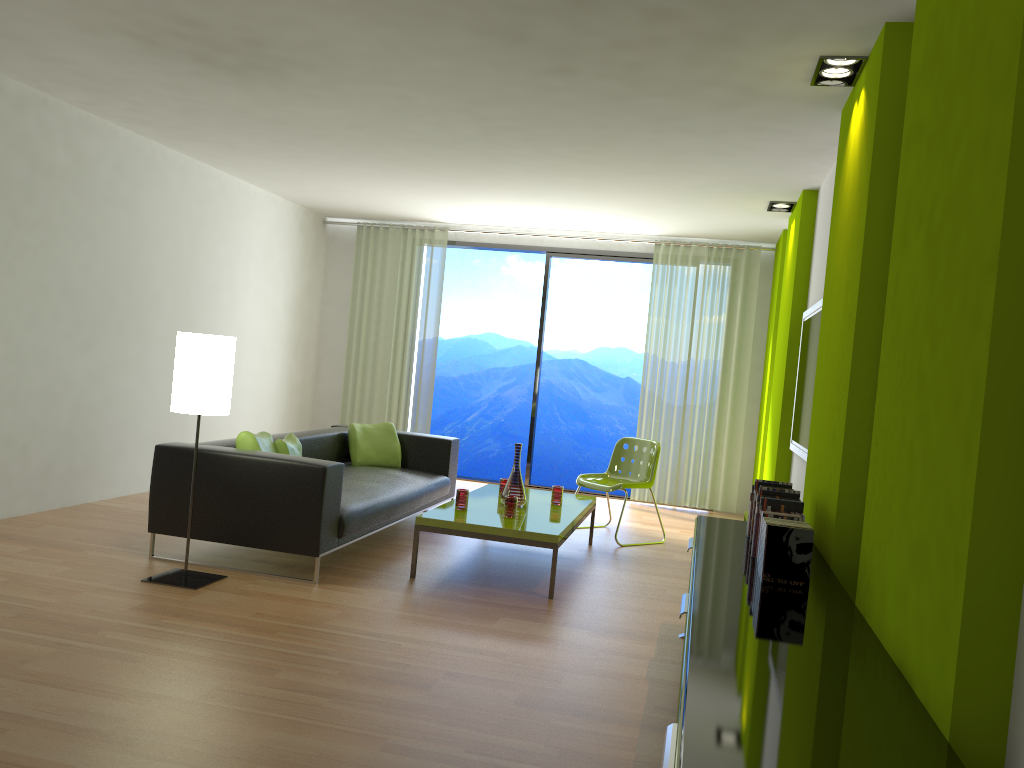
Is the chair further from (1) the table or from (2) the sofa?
(2) the sofa

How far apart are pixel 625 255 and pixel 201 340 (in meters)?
5.38

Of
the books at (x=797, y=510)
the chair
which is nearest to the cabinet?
the books at (x=797, y=510)

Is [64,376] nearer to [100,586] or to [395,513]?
[100,586]

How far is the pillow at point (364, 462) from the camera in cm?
666

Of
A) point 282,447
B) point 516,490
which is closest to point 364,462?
point 282,447

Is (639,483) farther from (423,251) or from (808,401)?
(423,251)

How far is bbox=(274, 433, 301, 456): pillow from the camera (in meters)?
5.40

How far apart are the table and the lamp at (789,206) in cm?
269

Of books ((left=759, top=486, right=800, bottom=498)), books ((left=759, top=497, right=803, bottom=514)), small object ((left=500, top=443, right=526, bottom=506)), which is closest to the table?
small object ((left=500, top=443, right=526, bottom=506))
